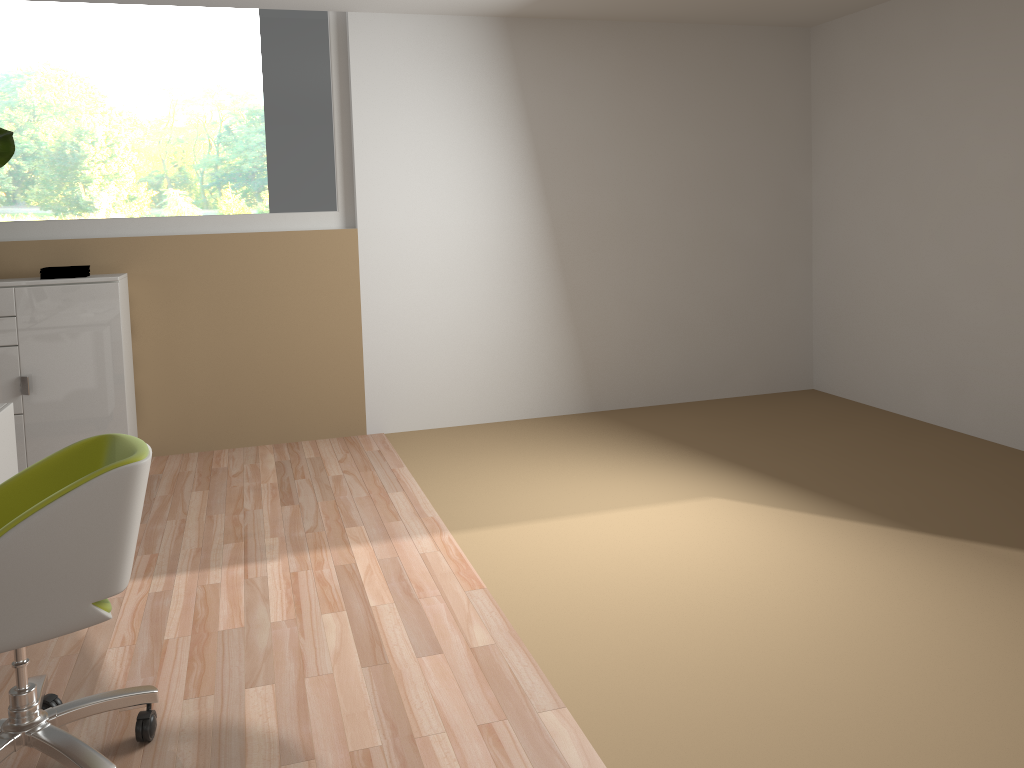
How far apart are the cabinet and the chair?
2.5 meters

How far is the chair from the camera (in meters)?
2.06

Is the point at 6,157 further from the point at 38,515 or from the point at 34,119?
the point at 38,515

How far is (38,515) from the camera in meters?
2.1

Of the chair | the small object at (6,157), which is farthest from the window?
the chair

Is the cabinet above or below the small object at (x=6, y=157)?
below

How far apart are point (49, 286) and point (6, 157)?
0.7m

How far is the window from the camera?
4.90m

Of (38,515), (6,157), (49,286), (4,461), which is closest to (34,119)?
(6,157)

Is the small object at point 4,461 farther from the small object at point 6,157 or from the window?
the window
